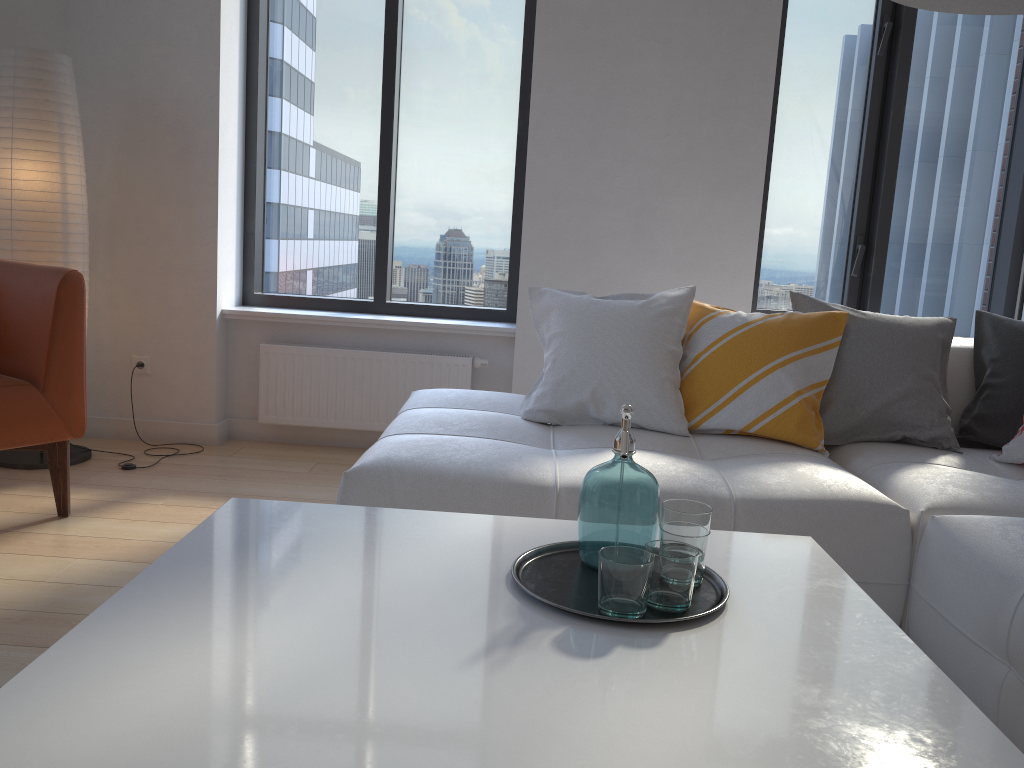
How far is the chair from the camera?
2.7m

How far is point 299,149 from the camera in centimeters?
419cm

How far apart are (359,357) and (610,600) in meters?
2.8 m

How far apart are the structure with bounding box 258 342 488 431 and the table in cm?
227

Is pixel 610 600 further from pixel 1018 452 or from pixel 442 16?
pixel 442 16

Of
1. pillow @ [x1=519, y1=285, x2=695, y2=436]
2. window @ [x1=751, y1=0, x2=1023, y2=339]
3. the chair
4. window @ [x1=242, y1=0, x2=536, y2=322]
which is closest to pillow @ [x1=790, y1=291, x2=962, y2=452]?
pillow @ [x1=519, y1=285, x2=695, y2=436]

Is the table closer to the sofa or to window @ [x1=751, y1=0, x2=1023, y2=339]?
the sofa

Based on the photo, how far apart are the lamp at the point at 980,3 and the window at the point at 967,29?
2.38m

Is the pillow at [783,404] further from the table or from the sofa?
the table

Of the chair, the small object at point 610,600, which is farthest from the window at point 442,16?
the small object at point 610,600
